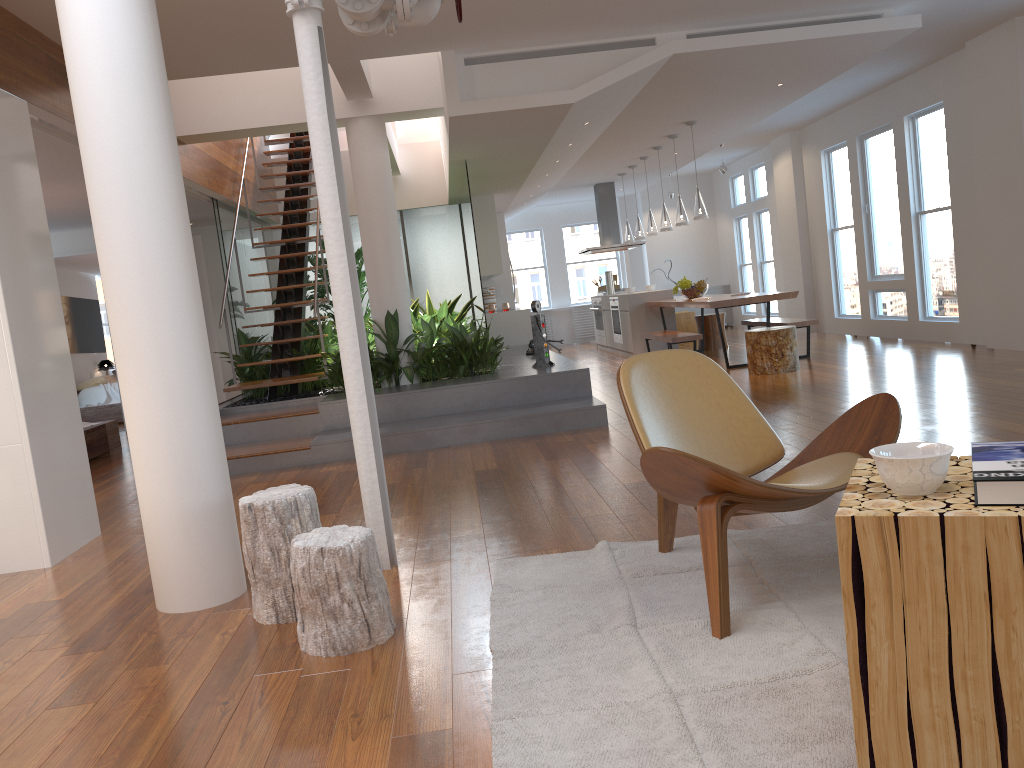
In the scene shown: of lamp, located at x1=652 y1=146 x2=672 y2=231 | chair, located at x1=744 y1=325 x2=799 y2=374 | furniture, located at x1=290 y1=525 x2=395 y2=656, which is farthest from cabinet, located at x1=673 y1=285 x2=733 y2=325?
→ furniture, located at x1=290 y1=525 x2=395 y2=656

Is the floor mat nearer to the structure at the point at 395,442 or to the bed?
the structure at the point at 395,442

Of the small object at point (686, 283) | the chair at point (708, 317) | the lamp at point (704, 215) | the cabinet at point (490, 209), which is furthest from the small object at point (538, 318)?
the chair at point (708, 317)

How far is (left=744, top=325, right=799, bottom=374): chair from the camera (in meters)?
8.03

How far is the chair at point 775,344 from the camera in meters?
8.0

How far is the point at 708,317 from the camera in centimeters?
1127cm

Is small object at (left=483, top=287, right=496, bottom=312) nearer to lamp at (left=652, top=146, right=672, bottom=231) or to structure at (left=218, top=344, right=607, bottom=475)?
structure at (left=218, top=344, right=607, bottom=475)

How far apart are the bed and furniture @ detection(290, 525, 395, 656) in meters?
5.8 m

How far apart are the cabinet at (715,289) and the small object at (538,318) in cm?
865

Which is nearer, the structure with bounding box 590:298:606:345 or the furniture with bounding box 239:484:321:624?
the furniture with bounding box 239:484:321:624
